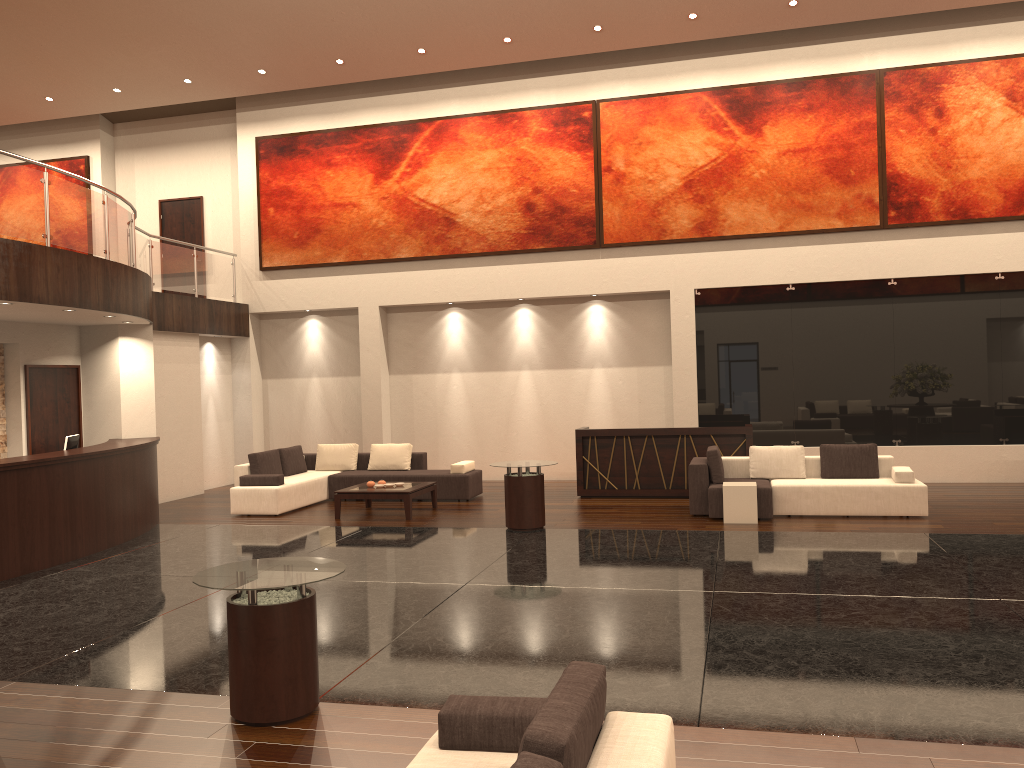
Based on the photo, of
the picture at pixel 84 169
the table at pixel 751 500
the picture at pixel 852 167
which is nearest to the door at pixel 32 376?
the picture at pixel 84 169

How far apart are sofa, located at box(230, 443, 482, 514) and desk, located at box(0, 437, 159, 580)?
1.1 meters

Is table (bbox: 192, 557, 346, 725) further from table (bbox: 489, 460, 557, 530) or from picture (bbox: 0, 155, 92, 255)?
picture (bbox: 0, 155, 92, 255)

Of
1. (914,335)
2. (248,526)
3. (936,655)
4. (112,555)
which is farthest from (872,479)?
(112,555)

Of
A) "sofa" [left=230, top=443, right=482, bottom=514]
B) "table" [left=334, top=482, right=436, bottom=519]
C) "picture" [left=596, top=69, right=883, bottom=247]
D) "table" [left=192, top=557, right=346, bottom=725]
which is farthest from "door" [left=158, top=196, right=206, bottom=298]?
"table" [left=192, top=557, right=346, bottom=725]

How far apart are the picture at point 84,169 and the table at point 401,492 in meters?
9.8 m

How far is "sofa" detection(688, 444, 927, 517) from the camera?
10.8 meters

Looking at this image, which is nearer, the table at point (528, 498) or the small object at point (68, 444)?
the small object at point (68, 444)

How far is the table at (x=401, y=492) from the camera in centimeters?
1190cm

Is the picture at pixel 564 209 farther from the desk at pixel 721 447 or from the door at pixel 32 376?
the door at pixel 32 376
